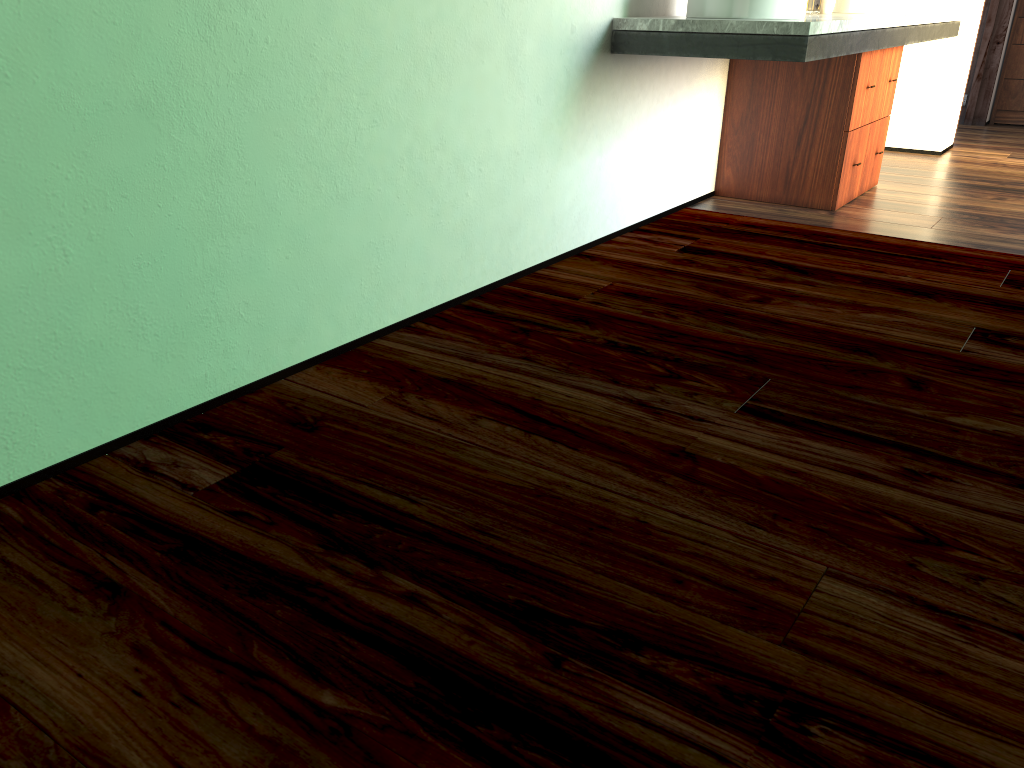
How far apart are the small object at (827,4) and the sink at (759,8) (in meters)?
0.98

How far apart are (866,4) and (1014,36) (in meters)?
2.79

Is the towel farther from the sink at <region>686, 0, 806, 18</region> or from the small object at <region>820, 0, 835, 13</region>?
the sink at <region>686, 0, 806, 18</region>

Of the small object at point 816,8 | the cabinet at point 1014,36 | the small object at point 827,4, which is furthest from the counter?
the cabinet at point 1014,36

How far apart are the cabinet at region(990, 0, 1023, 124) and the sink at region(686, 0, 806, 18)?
3.96m

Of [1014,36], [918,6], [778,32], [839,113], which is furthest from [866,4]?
[1014,36]

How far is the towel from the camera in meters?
4.4

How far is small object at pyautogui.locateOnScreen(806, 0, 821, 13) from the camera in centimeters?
1103cm

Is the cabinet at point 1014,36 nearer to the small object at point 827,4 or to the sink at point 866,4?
the sink at point 866,4

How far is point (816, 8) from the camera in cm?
1101
